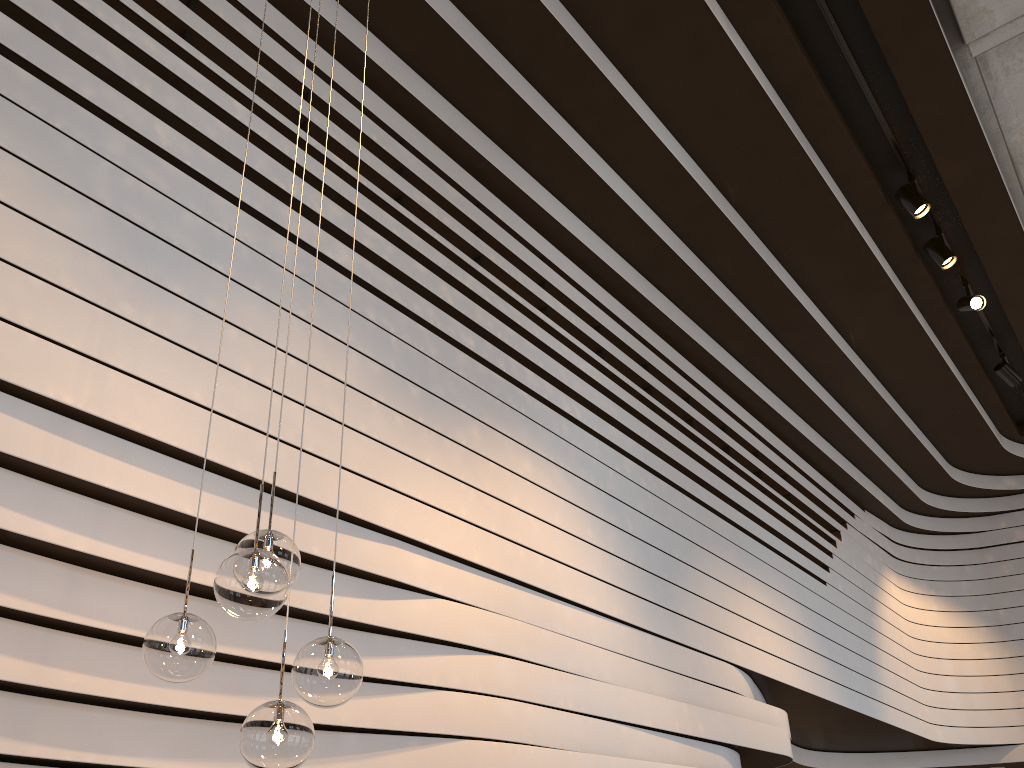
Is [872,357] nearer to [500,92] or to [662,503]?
[662,503]

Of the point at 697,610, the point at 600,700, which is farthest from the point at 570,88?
the point at 600,700

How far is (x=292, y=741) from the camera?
1.9m

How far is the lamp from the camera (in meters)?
1.90

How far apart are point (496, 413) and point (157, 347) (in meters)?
1.81

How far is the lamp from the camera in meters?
1.9
